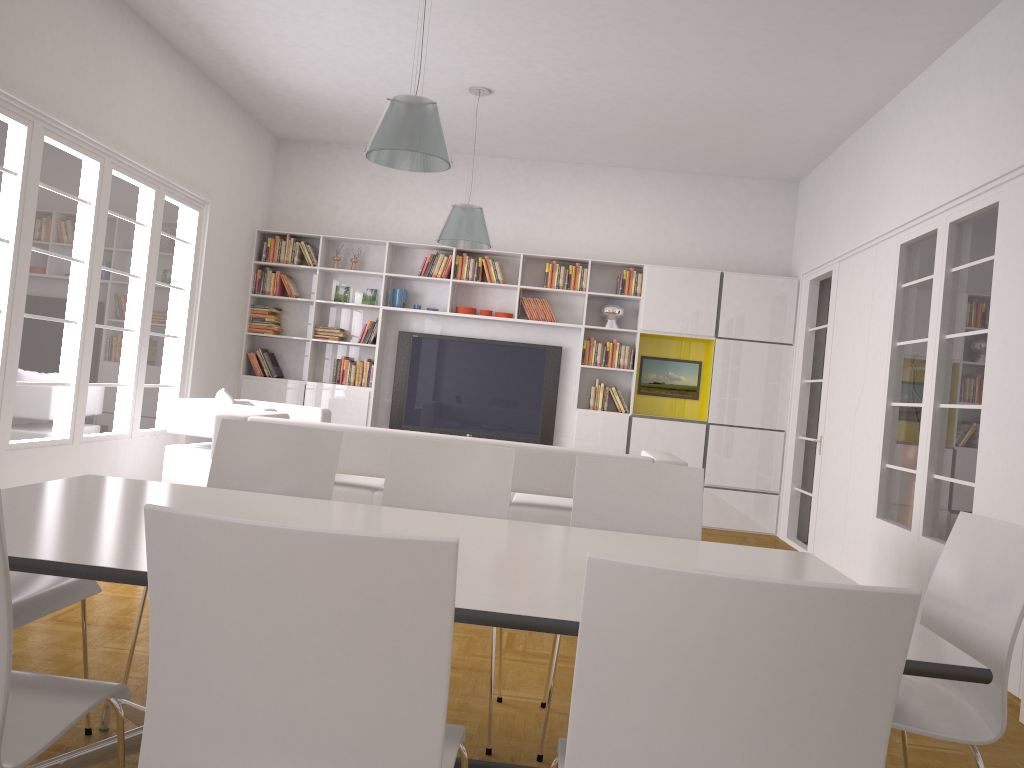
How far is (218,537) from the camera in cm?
129

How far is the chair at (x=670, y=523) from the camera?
3.2m

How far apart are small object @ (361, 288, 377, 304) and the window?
1.85m

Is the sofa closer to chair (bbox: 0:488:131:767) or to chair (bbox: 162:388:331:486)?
chair (bbox: 162:388:331:486)

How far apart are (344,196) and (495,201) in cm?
157

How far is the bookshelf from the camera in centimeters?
851cm

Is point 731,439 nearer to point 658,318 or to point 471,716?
point 658,318

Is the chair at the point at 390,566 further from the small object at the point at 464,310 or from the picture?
the picture

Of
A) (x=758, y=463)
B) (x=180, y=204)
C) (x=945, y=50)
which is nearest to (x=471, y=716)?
(x=945, y=50)

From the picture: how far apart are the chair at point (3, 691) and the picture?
7.3m
